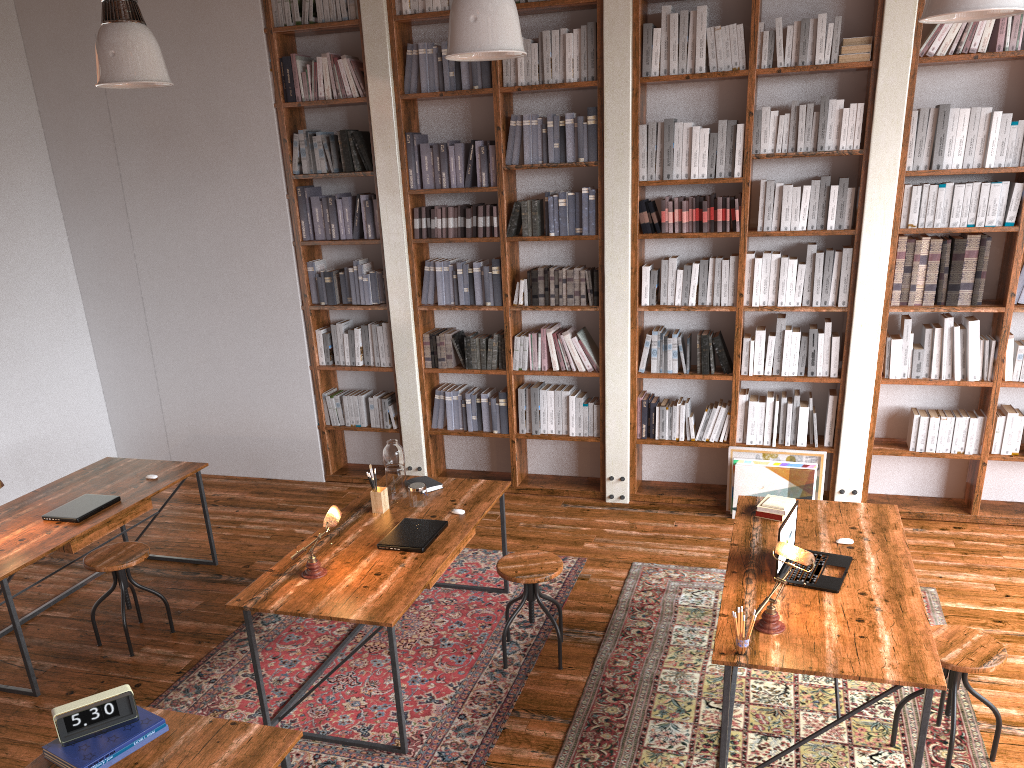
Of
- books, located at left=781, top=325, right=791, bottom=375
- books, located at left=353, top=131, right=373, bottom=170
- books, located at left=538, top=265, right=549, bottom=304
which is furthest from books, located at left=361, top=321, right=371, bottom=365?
books, located at left=781, top=325, right=791, bottom=375

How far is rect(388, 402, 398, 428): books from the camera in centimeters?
640cm

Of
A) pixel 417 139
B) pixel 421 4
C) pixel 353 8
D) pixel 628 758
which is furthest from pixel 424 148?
pixel 628 758

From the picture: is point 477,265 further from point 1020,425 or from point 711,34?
point 1020,425

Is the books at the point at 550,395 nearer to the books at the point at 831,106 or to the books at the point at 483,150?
the books at the point at 483,150

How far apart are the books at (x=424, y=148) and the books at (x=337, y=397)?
1.7 meters

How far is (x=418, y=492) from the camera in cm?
434

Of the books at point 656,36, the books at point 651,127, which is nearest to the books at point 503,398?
the books at point 651,127

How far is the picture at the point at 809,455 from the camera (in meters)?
5.52

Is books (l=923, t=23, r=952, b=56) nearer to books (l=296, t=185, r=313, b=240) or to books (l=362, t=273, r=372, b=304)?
books (l=362, t=273, r=372, b=304)
